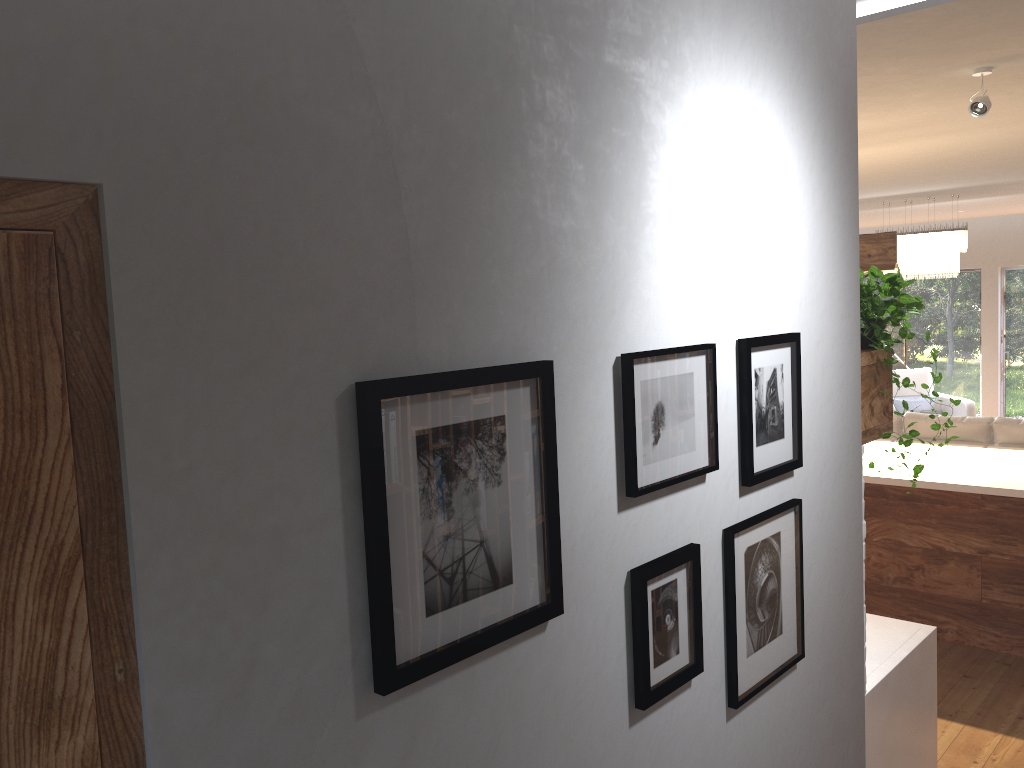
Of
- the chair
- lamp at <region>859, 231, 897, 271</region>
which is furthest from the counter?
the chair

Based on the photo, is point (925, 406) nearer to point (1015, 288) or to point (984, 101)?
point (1015, 288)

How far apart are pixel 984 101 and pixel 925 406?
7.70m

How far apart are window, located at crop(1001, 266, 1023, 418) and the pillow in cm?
165

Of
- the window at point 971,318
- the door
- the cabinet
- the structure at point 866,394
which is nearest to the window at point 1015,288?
the window at point 971,318

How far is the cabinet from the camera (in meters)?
4.52

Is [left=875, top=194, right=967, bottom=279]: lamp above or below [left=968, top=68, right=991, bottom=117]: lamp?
below

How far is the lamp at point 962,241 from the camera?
7.95m

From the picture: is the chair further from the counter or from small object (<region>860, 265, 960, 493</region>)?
small object (<region>860, 265, 960, 493</region>)

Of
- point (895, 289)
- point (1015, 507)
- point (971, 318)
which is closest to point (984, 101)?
point (895, 289)
